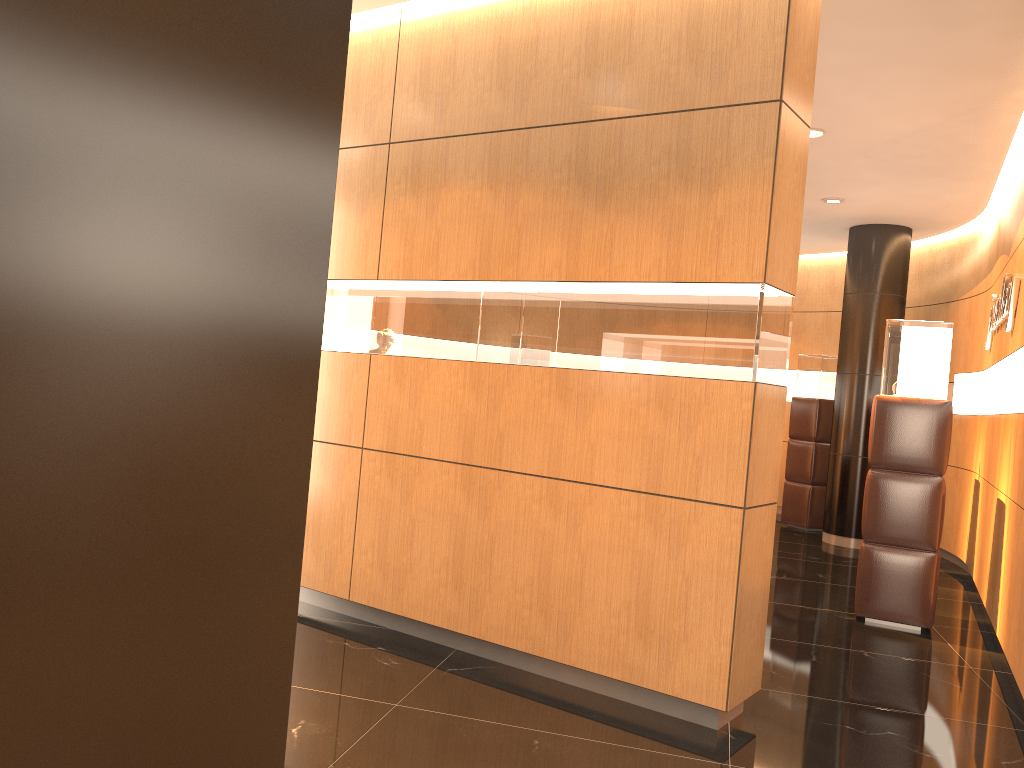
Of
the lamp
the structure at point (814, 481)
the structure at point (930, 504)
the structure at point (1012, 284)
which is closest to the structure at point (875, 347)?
the structure at point (814, 481)

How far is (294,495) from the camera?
0.79m

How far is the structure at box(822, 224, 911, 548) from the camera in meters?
9.0

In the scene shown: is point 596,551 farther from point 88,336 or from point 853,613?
point 88,336

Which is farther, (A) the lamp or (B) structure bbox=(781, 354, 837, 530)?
(B) structure bbox=(781, 354, 837, 530)

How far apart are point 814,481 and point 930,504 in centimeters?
436cm

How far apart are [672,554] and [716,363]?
0.8m

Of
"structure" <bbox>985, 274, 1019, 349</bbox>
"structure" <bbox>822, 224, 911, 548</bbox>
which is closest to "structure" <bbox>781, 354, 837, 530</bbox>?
"structure" <bbox>822, 224, 911, 548</bbox>

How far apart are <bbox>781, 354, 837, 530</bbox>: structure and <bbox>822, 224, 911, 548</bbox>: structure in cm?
68

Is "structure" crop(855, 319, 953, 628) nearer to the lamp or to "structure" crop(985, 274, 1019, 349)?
"structure" crop(985, 274, 1019, 349)
